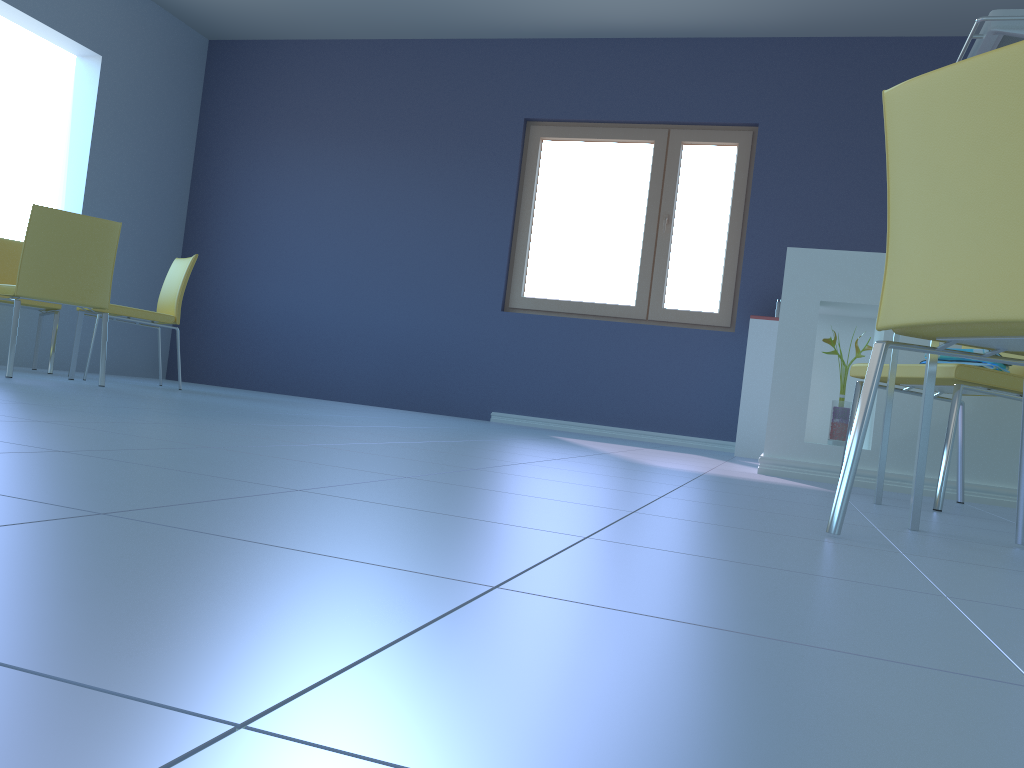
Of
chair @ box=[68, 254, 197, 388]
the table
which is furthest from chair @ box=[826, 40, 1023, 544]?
chair @ box=[68, 254, 197, 388]

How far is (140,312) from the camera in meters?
4.4 m

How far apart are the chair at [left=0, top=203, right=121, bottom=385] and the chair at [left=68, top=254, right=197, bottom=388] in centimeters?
54cm

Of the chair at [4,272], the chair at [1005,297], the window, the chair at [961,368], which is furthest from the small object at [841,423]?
the chair at [4,272]

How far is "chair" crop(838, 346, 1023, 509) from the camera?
2.25m

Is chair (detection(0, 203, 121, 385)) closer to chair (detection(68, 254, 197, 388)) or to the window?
chair (detection(68, 254, 197, 388))

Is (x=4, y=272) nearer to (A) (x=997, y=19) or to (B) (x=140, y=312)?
(B) (x=140, y=312)

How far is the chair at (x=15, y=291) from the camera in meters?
3.6 m

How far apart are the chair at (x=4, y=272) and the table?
4.1m

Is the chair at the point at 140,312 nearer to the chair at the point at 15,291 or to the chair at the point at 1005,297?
the chair at the point at 15,291
